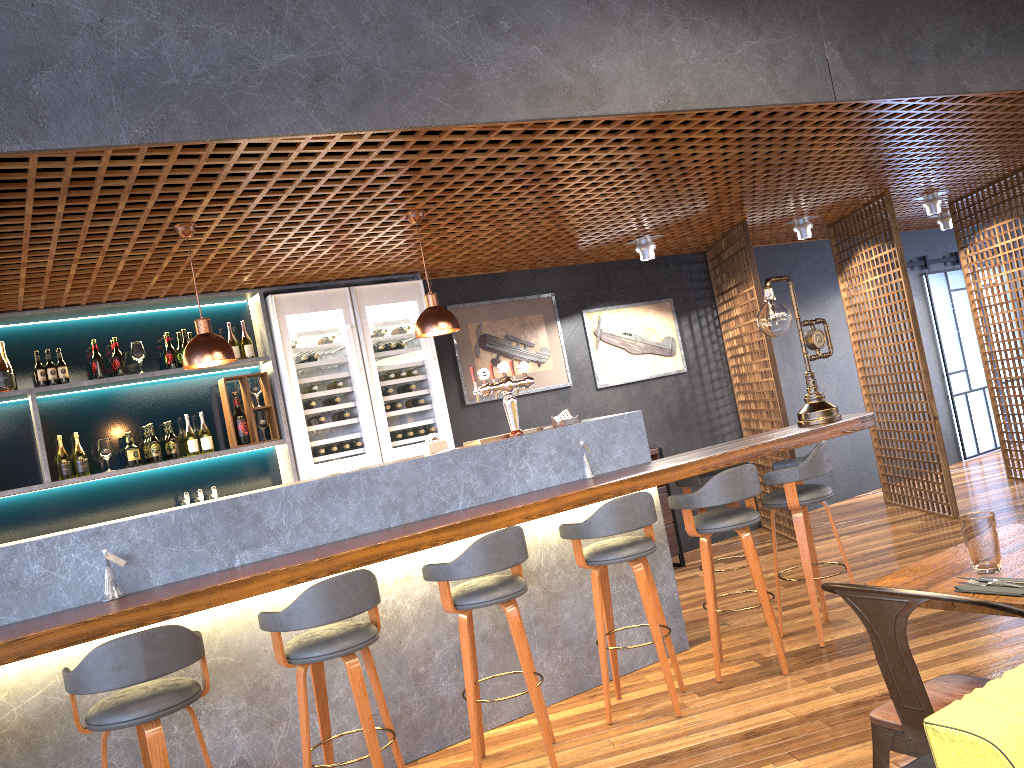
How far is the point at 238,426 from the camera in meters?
6.0

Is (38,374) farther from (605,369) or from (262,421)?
(605,369)

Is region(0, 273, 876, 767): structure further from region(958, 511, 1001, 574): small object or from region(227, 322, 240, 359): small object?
region(958, 511, 1001, 574): small object

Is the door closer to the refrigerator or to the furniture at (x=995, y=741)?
the refrigerator

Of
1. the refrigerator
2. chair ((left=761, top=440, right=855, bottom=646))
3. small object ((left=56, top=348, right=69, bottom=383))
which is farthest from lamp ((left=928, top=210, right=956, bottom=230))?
small object ((left=56, top=348, right=69, bottom=383))

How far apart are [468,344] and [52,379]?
3.01m

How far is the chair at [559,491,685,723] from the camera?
4.1 meters

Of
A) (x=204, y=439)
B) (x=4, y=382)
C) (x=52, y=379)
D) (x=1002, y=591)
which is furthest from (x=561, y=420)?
(x=4, y=382)

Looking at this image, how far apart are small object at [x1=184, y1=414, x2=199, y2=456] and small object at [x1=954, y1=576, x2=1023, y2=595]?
4.7m

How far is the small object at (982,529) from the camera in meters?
2.7 m
